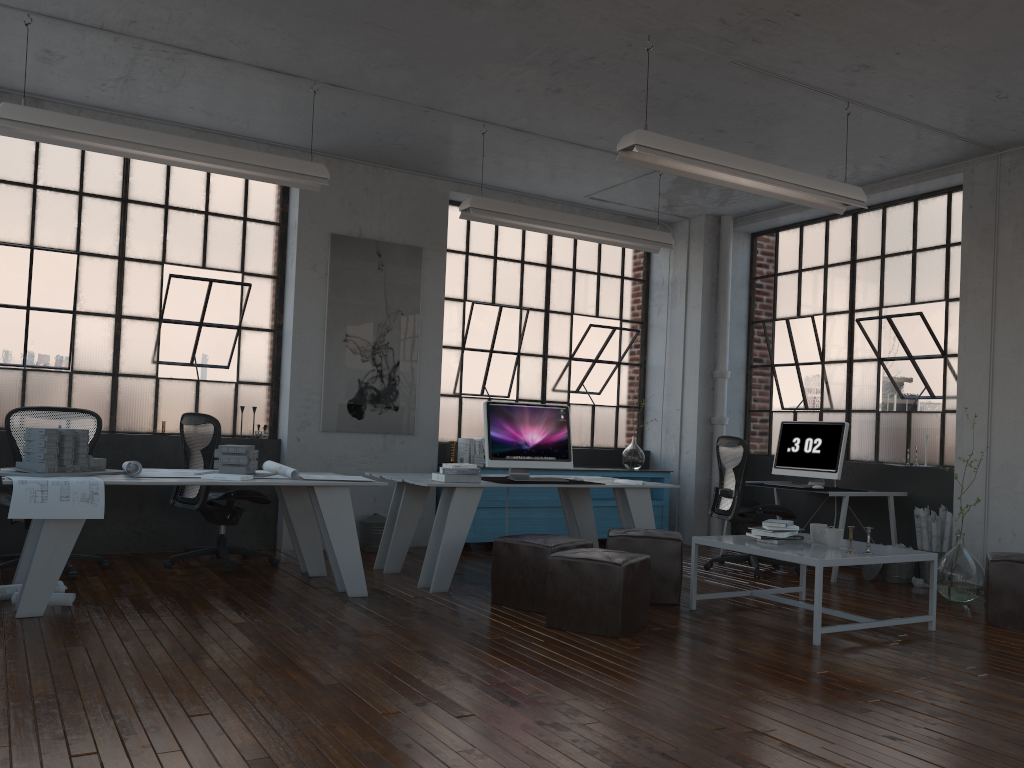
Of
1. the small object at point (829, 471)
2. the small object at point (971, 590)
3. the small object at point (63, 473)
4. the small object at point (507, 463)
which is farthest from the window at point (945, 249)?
the small object at point (63, 473)

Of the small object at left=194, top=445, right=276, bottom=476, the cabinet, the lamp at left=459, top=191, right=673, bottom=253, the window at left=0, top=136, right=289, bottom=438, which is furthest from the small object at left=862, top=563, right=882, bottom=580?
the window at left=0, top=136, right=289, bottom=438

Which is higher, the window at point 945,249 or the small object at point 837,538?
the window at point 945,249

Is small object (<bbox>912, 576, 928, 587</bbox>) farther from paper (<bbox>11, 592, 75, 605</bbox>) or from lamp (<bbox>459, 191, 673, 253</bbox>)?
paper (<bbox>11, 592, 75, 605</bbox>)

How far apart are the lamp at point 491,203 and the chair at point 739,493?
1.63m

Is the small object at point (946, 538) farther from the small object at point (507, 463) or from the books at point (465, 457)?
the books at point (465, 457)

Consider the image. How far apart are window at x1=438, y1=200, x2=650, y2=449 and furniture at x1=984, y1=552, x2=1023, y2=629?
4.2 meters

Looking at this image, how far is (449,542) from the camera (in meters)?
5.67

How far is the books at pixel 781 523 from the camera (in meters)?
5.20

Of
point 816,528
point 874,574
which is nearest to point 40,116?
point 816,528
